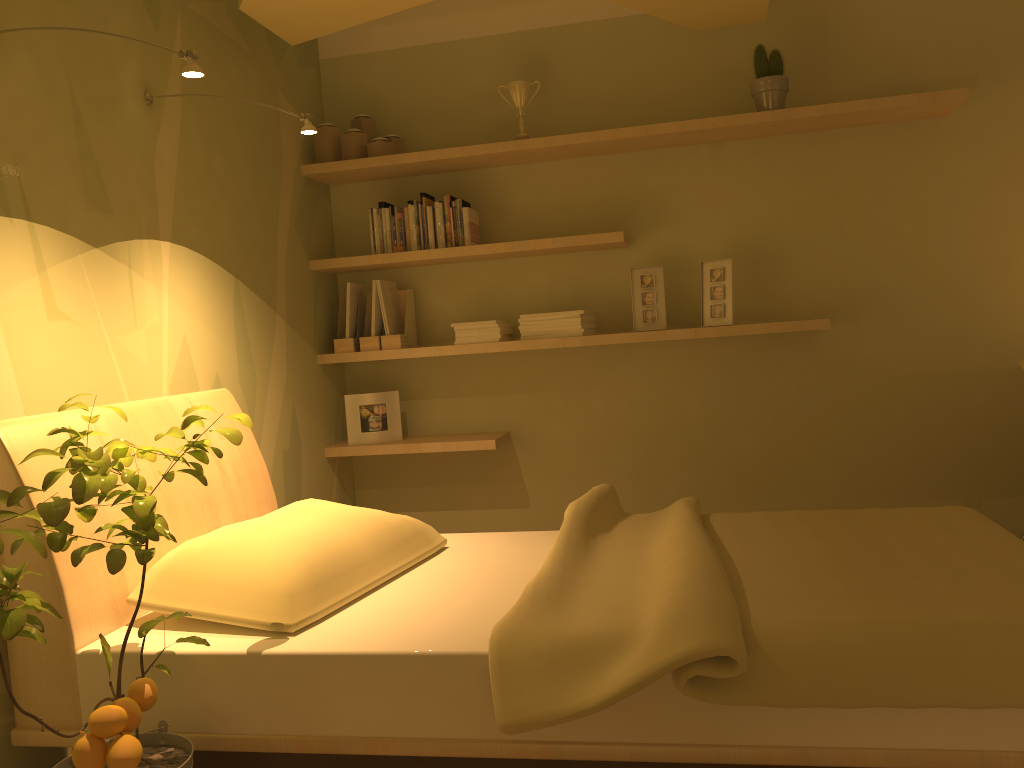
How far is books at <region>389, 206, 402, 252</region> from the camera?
3.7 meters

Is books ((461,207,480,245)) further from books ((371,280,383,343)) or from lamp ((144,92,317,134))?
lamp ((144,92,317,134))

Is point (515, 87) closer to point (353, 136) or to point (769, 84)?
point (353, 136)

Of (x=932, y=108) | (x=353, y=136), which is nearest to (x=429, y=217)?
(x=353, y=136)

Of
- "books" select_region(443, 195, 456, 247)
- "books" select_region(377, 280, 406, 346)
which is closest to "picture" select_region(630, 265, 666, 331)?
"books" select_region(443, 195, 456, 247)

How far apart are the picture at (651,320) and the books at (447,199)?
0.8 meters

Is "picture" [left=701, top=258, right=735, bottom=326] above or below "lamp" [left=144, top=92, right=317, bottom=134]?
below

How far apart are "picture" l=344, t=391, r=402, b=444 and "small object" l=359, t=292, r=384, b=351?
0.2 meters

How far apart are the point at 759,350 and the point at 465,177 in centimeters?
147cm

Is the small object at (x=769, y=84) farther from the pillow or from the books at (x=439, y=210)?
the pillow
